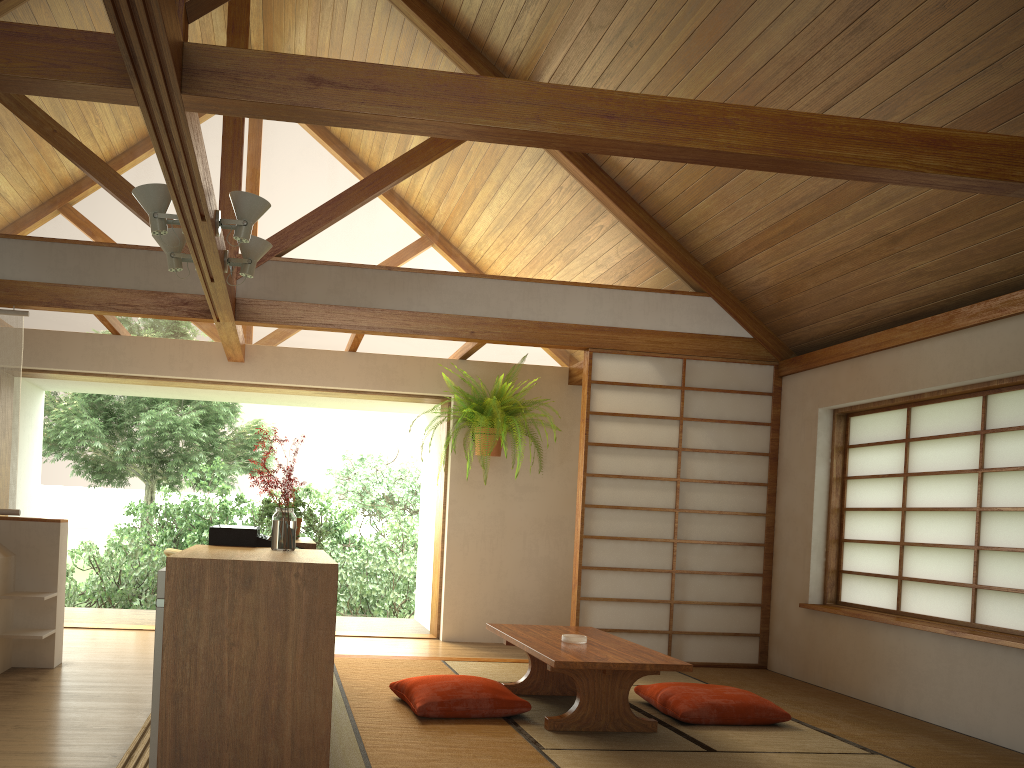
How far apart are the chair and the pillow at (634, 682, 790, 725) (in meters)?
4.15

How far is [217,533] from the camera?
3.6m

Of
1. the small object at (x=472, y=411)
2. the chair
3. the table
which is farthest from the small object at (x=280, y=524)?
the chair

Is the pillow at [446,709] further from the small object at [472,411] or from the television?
the small object at [472,411]

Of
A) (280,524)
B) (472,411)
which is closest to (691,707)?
(280,524)

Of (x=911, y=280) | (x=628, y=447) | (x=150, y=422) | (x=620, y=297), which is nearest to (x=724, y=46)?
(x=911, y=280)

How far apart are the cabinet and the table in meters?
1.0 m

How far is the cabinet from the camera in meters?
2.6 m

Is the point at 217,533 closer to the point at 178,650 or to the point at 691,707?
the point at 178,650

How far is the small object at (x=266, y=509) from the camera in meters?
4.8
